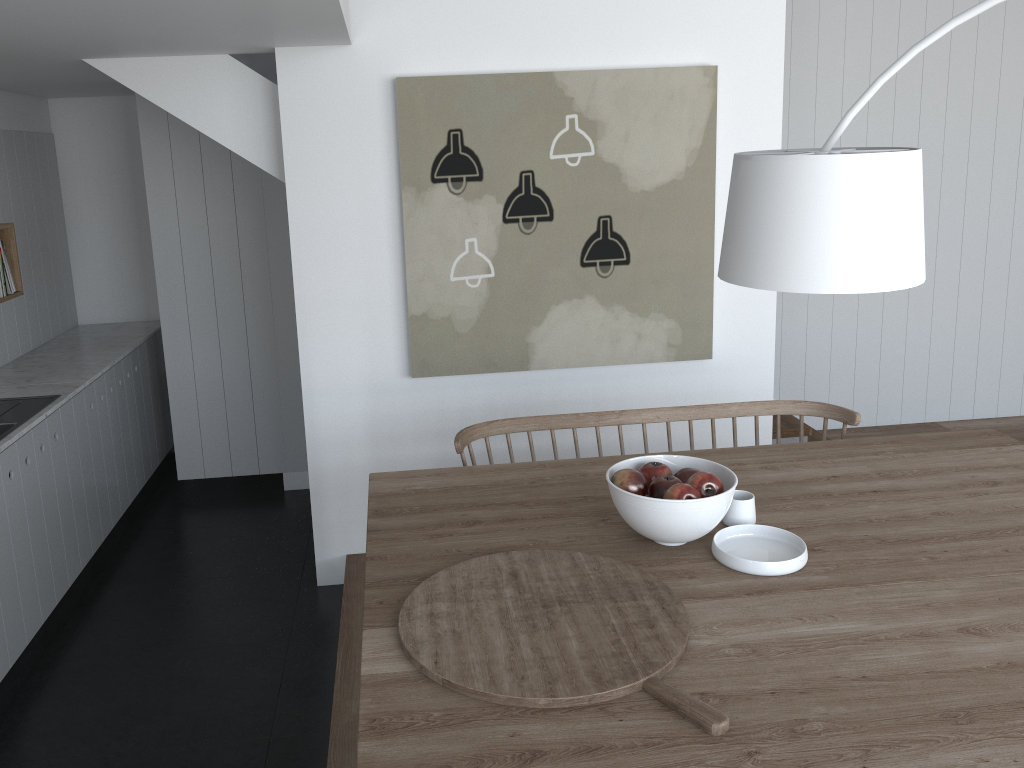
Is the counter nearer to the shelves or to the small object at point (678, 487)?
the shelves

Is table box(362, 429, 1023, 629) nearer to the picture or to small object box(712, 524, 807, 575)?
small object box(712, 524, 807, 575)

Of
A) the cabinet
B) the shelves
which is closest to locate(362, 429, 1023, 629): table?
the cabinet

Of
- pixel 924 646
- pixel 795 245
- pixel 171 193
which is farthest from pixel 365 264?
pixel 924 646

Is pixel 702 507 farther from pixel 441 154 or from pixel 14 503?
pixel 14 503

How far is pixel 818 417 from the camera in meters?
5.4 m

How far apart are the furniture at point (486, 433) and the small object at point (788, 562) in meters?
0.9

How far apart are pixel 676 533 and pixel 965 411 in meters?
4.2

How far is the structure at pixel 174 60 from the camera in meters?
3.5

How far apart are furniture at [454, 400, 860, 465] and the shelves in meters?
2.4 m
